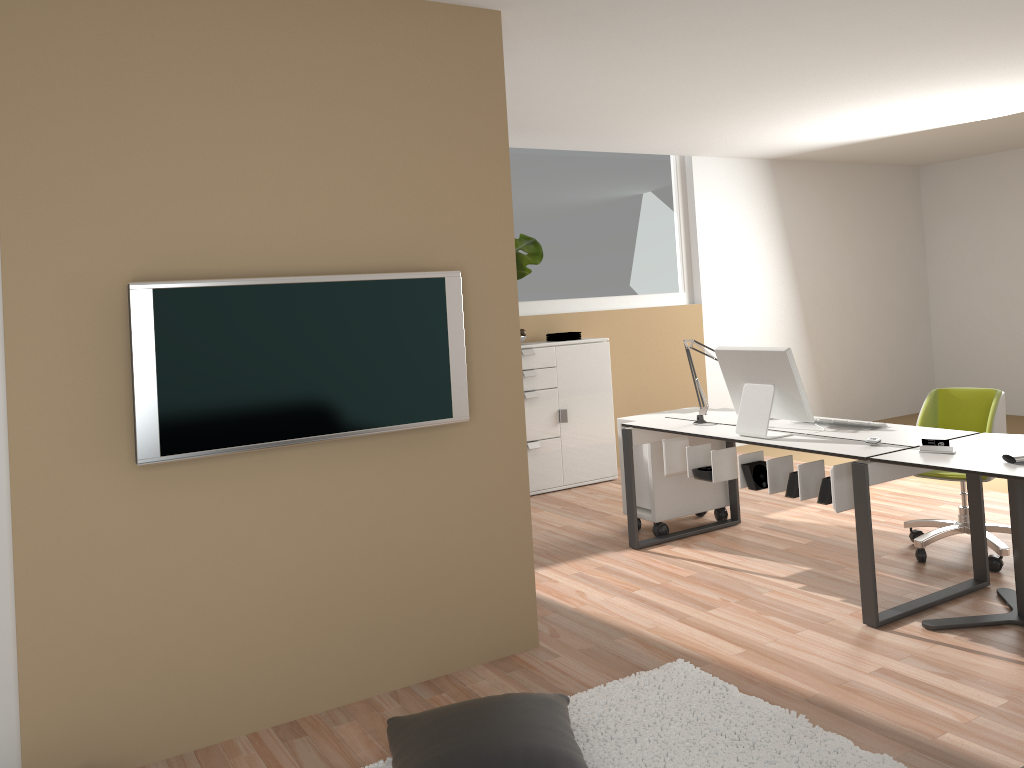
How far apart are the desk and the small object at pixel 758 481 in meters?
0.1 m

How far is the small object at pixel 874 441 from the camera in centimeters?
385cm

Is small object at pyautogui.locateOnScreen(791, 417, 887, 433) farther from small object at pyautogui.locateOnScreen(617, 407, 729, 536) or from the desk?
small object at pyautogui.locateOnScreen(617, 407, 729, 536)

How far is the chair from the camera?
4.4m

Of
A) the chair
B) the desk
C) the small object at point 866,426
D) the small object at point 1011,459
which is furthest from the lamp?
the small object at point 1011,459

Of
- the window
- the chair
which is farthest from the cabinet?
the chair

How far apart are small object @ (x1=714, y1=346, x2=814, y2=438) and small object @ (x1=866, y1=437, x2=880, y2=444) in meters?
0.3 m

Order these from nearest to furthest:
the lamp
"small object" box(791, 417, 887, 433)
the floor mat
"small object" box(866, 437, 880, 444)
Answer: the floor mat
"small object" box(866, 437, 880, 444)
"small object" box(791, 417, 887, 433)
the lamp

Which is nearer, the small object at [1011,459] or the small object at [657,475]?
the small object at [1011,459]

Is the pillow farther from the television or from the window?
the window
